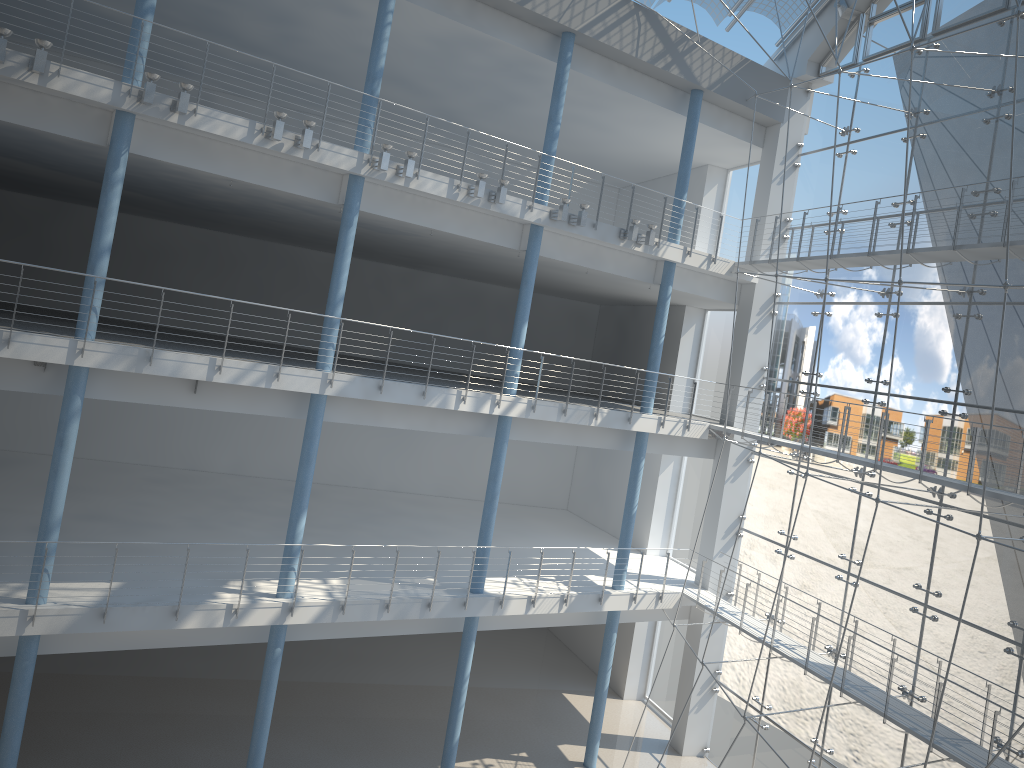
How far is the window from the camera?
2.0m

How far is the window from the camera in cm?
202

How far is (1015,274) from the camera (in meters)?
2.02
